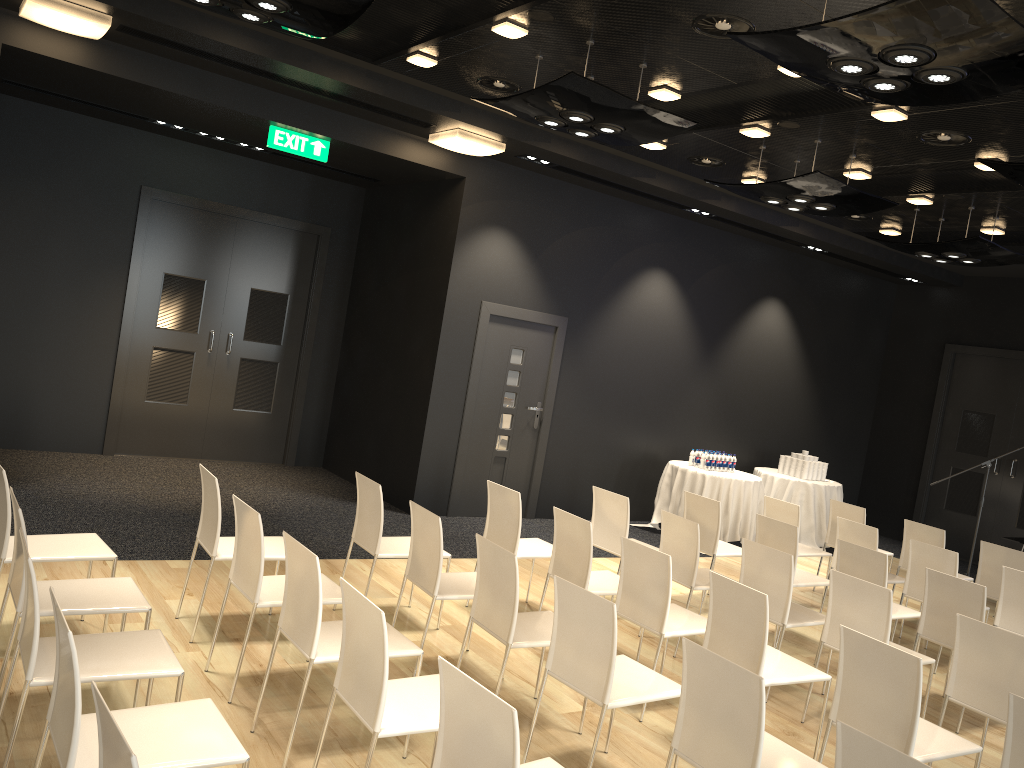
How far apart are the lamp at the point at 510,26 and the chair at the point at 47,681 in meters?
3.8

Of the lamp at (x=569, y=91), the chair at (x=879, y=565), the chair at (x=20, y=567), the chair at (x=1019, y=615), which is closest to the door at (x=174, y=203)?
the lamp at (x=569, y=91)

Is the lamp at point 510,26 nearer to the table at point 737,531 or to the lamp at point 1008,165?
the lamp at point 1008,165

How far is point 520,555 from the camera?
5.7m

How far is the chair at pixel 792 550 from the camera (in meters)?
6.22

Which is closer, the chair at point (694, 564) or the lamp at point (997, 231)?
the chair at point (694, 564)

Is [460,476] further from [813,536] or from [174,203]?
[813,536]

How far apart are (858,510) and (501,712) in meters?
6.4

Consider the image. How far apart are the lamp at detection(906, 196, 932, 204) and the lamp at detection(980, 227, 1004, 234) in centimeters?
122cm

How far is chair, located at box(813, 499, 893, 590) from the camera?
7.9m
